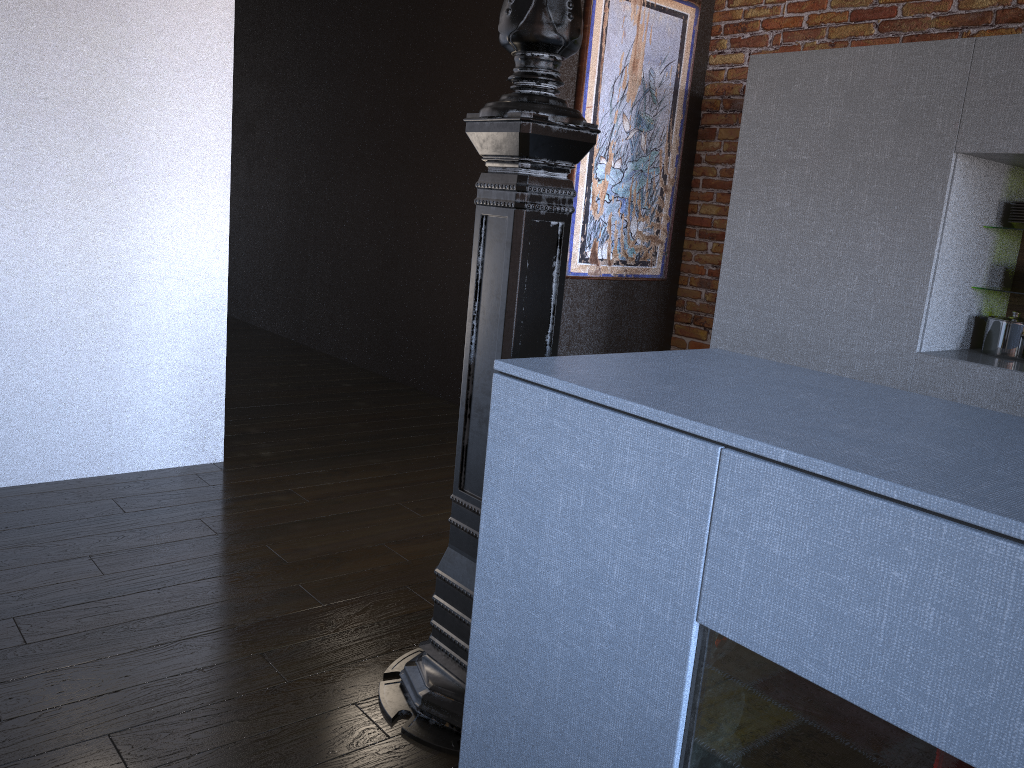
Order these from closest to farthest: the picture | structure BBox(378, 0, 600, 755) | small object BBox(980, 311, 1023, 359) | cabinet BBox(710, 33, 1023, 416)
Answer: structure BBox(378, 0, 600, 755) < cabinet BBox(710, 33, 1023, 416) < small object BBox(980, 311, 1023, 359) < the picture

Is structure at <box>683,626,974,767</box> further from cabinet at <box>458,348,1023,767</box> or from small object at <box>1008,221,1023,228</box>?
small object at <box>1008,221,1023,228</box>

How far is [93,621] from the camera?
2.2m

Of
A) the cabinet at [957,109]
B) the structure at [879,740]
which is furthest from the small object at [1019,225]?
the structure at [879,740]

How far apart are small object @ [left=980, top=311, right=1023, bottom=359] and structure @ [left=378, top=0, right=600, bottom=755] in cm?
232

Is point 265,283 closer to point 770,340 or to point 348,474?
point 348,474

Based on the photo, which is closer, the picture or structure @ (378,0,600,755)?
structure @ (378,0,600,755)

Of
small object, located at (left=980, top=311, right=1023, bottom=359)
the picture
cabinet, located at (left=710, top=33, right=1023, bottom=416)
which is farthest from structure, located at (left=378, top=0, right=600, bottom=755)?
the picture

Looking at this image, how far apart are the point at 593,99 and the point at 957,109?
1.7m

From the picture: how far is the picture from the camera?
4.3m
